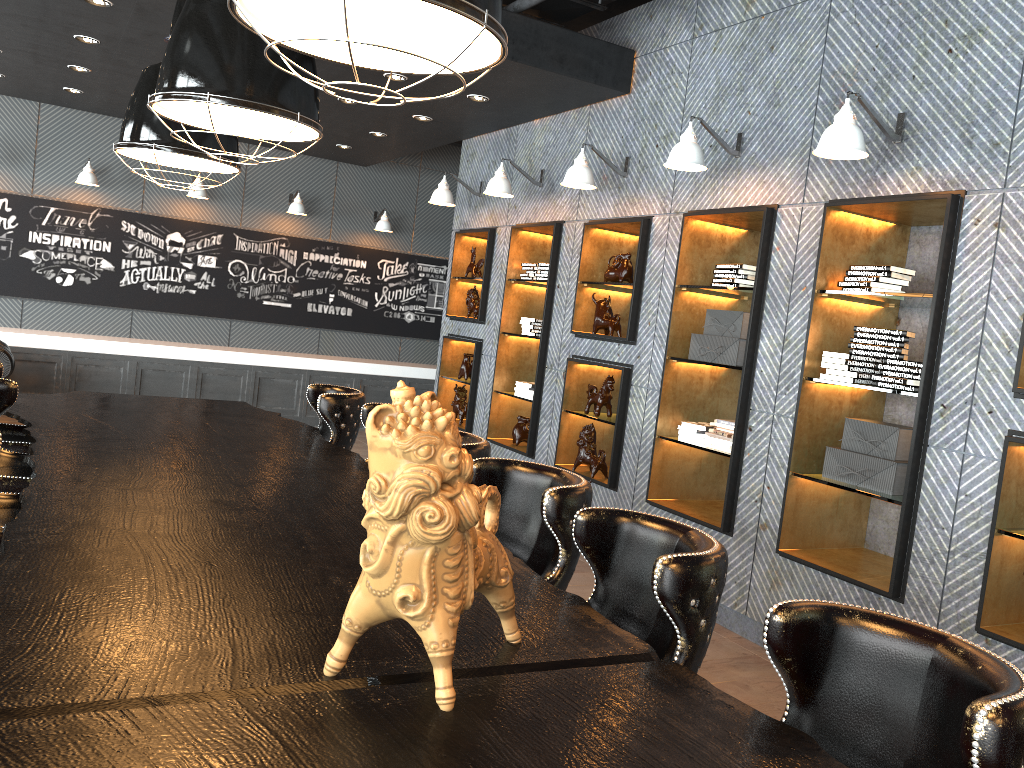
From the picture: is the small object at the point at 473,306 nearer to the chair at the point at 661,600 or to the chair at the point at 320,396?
the chair at the point at 320,396

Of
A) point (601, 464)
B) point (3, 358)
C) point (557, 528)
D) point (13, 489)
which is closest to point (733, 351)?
Answer: point (601, 464)

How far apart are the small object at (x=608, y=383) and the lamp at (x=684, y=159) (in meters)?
1.65

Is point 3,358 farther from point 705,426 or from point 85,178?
point 705,426

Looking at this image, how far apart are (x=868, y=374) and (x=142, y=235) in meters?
8.6

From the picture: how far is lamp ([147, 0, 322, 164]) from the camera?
3.0 meters

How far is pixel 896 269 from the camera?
4.3 meters

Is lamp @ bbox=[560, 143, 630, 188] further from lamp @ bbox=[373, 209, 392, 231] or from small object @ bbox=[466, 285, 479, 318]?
lamp @ bbox=[373, 209, 392, 231]

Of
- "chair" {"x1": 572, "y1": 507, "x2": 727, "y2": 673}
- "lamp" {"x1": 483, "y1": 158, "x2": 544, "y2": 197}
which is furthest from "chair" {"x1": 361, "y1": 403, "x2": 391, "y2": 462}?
"lamp" {"x1": 483, "y1": 158, "x2": 544, "y2": 197}

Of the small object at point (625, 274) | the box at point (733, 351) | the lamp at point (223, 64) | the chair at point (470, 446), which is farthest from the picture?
the chair at point (470, 446)
